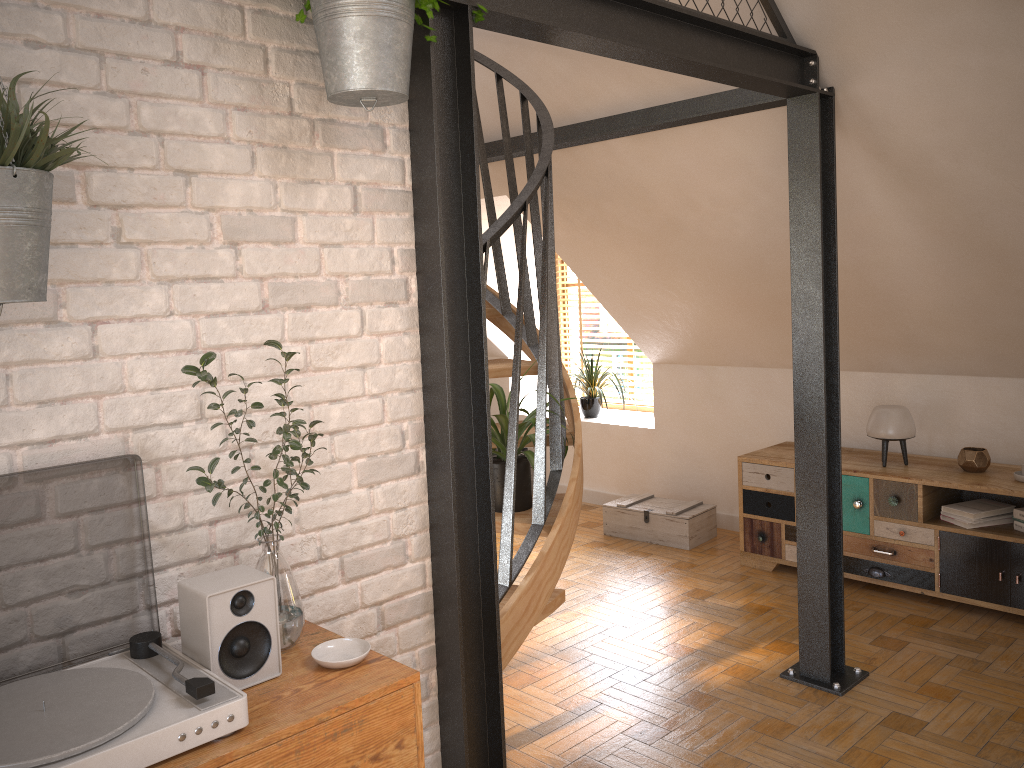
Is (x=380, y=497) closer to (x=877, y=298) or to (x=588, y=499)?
(x=877, y=298)

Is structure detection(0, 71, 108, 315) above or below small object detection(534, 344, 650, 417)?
above

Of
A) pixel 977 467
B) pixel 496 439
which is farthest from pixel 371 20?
pixel 977 467

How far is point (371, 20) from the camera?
1.7m

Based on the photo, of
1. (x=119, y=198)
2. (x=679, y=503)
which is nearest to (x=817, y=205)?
(x=119, y=198)

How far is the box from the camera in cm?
550

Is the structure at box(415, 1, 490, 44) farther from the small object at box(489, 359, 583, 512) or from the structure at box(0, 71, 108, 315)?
the small object at box(489, 359, 583, 512)

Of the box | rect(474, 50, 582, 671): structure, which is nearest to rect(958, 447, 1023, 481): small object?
the box

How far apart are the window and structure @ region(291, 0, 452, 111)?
5.4m

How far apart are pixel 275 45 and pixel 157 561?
1.1m
